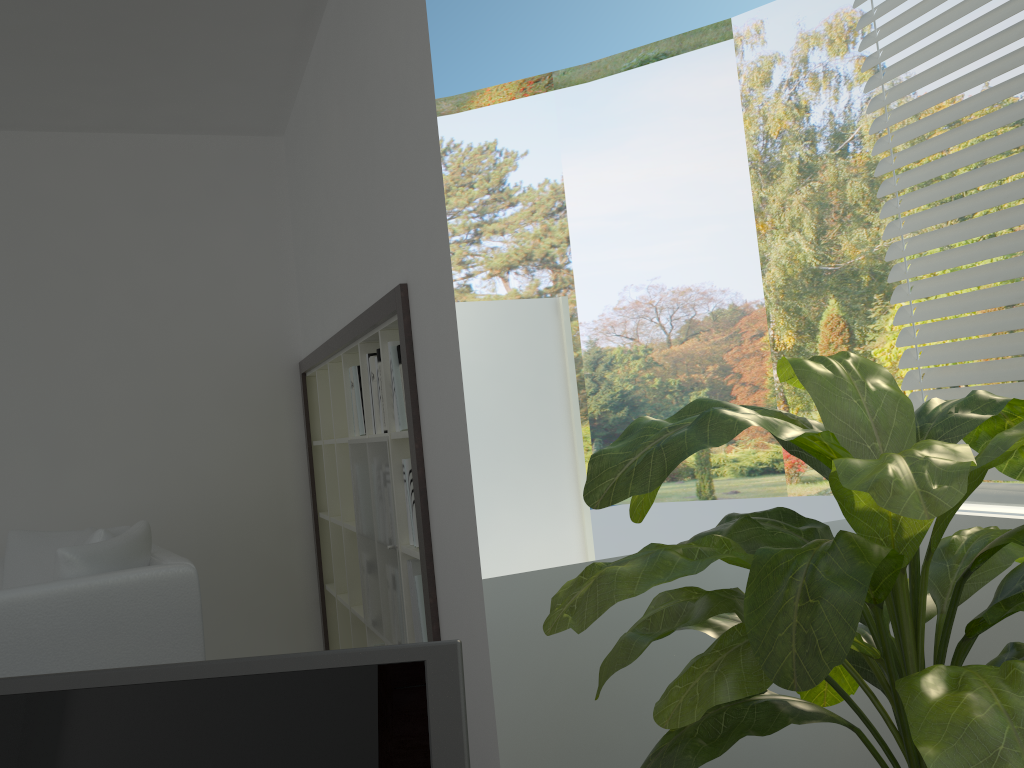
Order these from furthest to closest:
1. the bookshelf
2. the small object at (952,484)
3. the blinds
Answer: the bookshelf → the blinds → the small object at (952,484)

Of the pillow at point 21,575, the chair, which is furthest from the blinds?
the pillow at point 21,575

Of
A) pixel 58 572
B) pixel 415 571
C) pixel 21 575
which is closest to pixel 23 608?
pixel 58 572

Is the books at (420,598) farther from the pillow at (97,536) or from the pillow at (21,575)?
the pillow at (21,575)

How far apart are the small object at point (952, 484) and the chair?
1.61m

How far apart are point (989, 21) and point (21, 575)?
3.54m

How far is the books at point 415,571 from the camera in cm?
264

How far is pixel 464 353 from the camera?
2.45m

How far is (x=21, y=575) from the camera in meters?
3.3 m

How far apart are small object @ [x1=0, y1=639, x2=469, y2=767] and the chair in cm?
213
